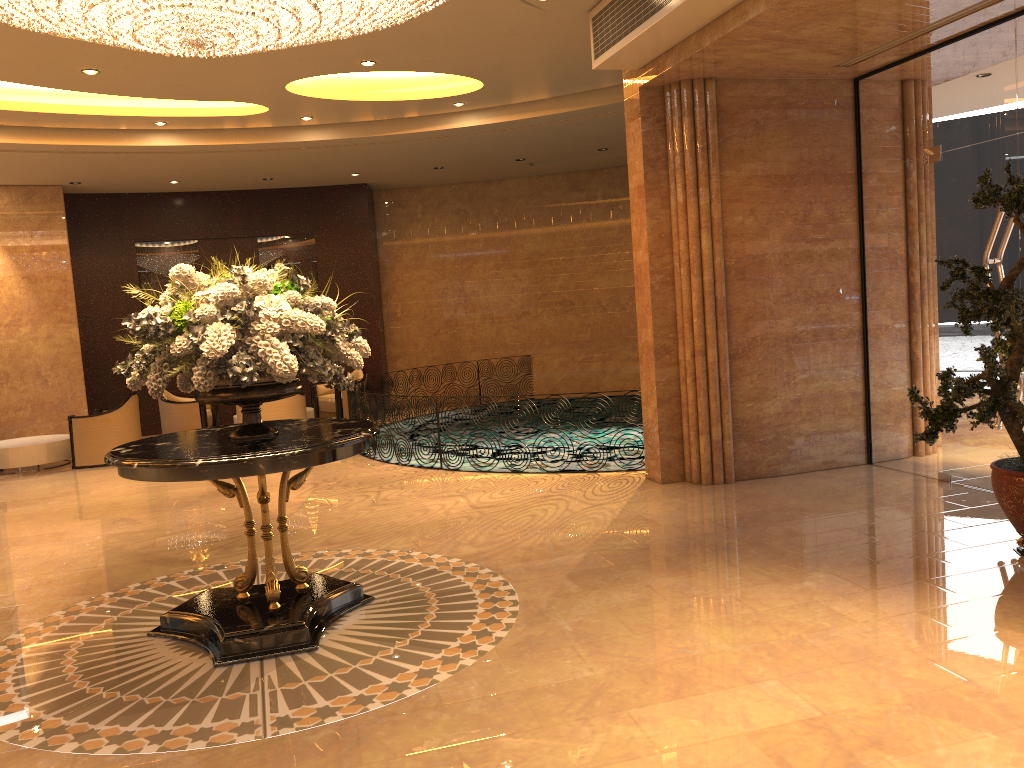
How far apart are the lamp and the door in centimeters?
435cm

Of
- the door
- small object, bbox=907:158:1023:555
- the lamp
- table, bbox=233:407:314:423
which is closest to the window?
the door

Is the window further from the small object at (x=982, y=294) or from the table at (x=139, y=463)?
the table at (x=139, y=463)

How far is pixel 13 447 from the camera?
11.5m

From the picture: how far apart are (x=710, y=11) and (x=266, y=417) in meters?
8.0

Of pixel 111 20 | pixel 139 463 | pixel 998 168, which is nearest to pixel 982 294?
pixel 998 168

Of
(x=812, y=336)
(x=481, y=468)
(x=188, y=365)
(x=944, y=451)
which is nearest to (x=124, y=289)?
(x=481, y=468)

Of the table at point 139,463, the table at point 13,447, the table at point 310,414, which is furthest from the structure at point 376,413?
the table at point 139,463

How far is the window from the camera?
6.6 meters

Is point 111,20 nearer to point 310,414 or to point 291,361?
point 291,361
